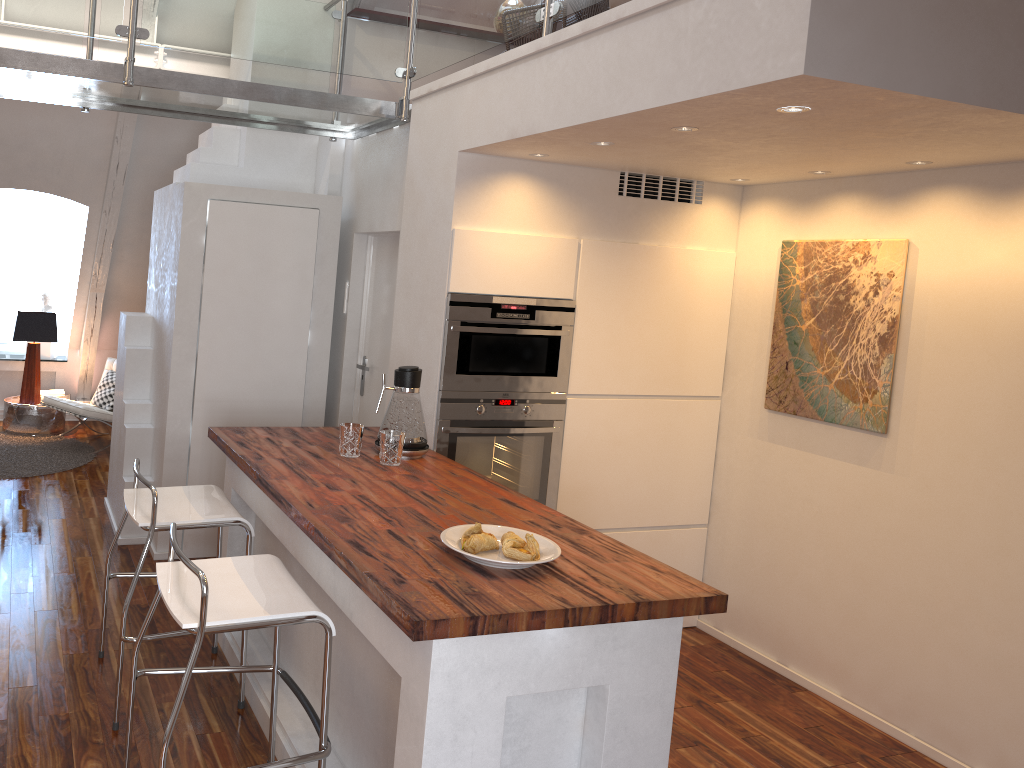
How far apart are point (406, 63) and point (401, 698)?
2.8 meters

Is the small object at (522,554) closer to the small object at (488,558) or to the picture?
the small object at (488,558)

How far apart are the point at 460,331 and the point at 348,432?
0.63m

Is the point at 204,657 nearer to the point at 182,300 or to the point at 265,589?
the point at 265,589

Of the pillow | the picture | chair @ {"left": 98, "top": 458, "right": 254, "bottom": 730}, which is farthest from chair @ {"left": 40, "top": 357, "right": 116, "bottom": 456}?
the picture

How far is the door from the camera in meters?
4.3

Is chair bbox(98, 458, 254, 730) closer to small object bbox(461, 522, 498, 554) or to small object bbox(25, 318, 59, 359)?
small object bbox(461, 522, 498, 554)

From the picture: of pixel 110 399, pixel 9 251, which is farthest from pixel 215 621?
pixel 9 251

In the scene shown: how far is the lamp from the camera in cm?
643

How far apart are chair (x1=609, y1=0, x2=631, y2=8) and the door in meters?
1.7 m
